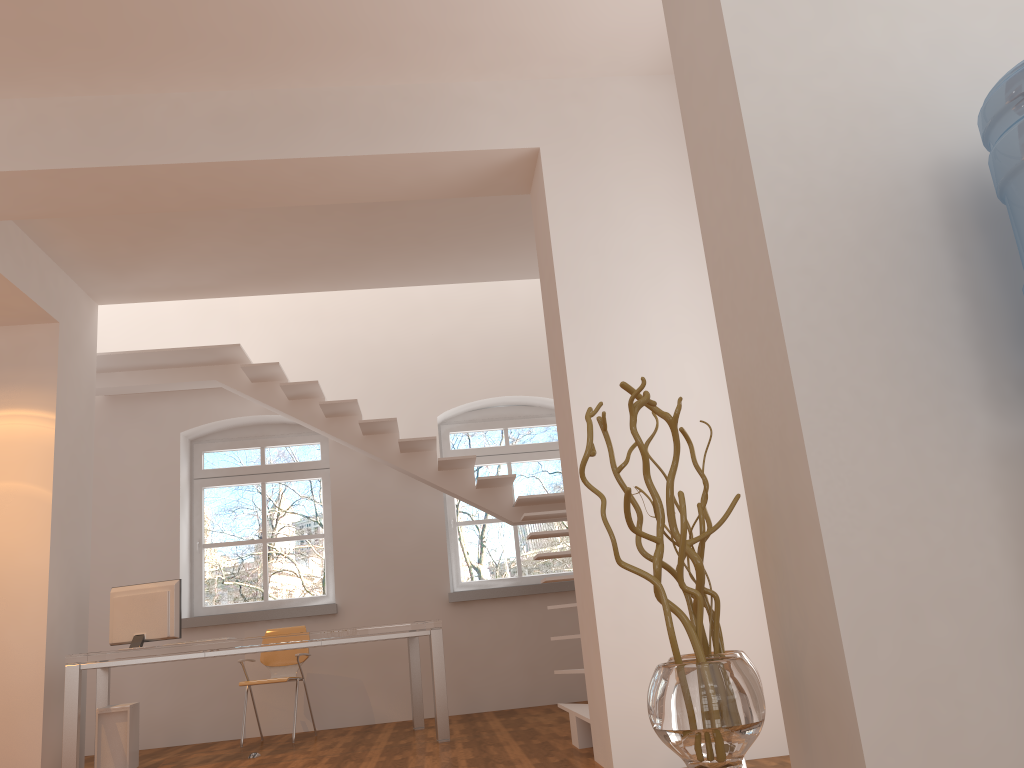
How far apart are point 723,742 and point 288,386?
6.0m

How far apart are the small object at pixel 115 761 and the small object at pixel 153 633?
0.40m

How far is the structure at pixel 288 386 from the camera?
7.0 meters

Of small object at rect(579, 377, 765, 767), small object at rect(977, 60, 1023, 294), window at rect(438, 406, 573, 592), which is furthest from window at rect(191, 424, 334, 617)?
small object at rect(977, 60, 1023, 294)

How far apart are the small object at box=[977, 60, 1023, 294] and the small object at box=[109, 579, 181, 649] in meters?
5.4

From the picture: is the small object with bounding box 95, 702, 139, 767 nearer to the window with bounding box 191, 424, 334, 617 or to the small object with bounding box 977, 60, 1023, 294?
the window with bounding box 191, 424, 334, 617

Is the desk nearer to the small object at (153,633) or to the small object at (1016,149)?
the small object at (153,633)

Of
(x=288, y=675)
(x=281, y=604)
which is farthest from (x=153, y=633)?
(x=281, y=604)

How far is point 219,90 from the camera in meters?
4.5 m

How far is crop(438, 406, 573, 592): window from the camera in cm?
813
